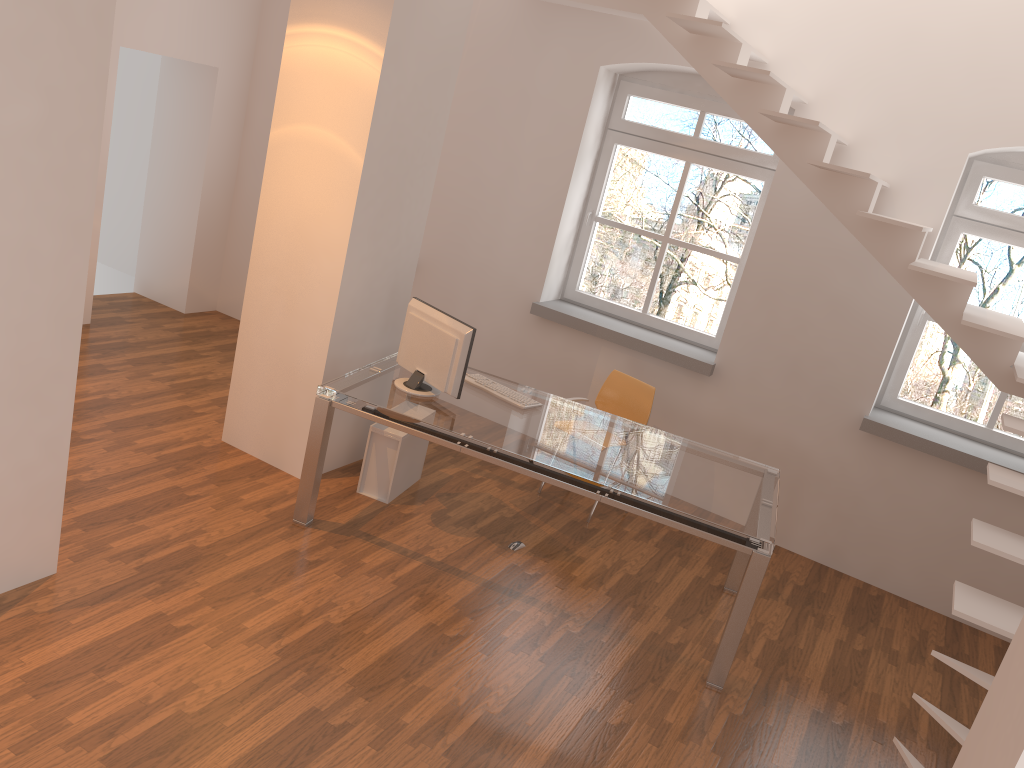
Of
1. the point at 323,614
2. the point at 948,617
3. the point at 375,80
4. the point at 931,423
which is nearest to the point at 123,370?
the point at 375,80

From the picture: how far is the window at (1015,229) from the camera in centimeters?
516cm

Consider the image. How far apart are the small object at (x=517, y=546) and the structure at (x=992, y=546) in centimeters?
214cm

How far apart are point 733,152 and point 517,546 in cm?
297

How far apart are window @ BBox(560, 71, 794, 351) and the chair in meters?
0.8

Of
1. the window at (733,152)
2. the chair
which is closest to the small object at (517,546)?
the chair

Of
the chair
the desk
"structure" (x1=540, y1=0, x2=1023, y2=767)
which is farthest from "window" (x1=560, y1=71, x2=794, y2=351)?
the desk

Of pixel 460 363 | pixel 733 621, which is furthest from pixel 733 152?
pixel 733 621

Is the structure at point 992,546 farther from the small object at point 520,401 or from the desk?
the small object at point 520,401

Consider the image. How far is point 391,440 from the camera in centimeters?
489cm
